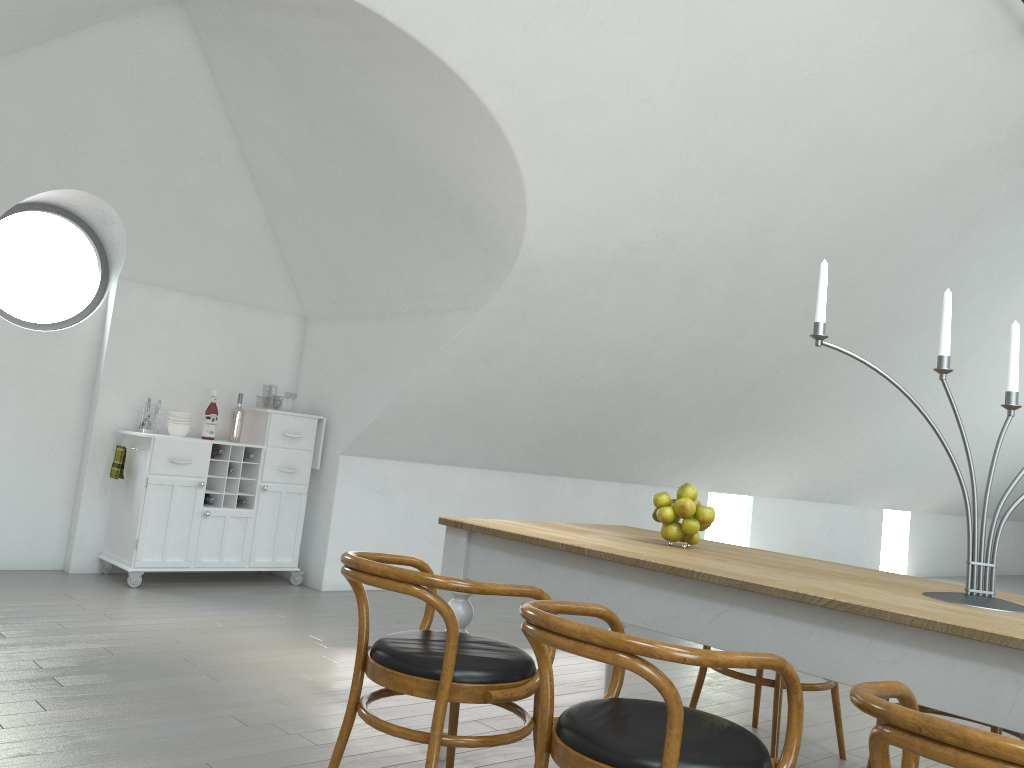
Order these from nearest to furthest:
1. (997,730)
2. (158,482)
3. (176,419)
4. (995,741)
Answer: (995,741), (997,730), (158,482), (176,419)

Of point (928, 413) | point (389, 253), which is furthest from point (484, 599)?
point (928, 413)

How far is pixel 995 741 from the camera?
1.23m

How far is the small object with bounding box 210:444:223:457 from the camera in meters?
5.7

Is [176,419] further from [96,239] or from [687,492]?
[687,492]

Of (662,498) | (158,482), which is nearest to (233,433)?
(158,482)

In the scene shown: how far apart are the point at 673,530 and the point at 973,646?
1.2 meters

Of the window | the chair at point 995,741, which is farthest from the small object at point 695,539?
the window

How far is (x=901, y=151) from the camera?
5.2 meters

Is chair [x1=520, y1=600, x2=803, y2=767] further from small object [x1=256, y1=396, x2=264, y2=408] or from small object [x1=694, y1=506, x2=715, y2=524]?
small object [x1=256, y1=396, x2=264, y2=408]
